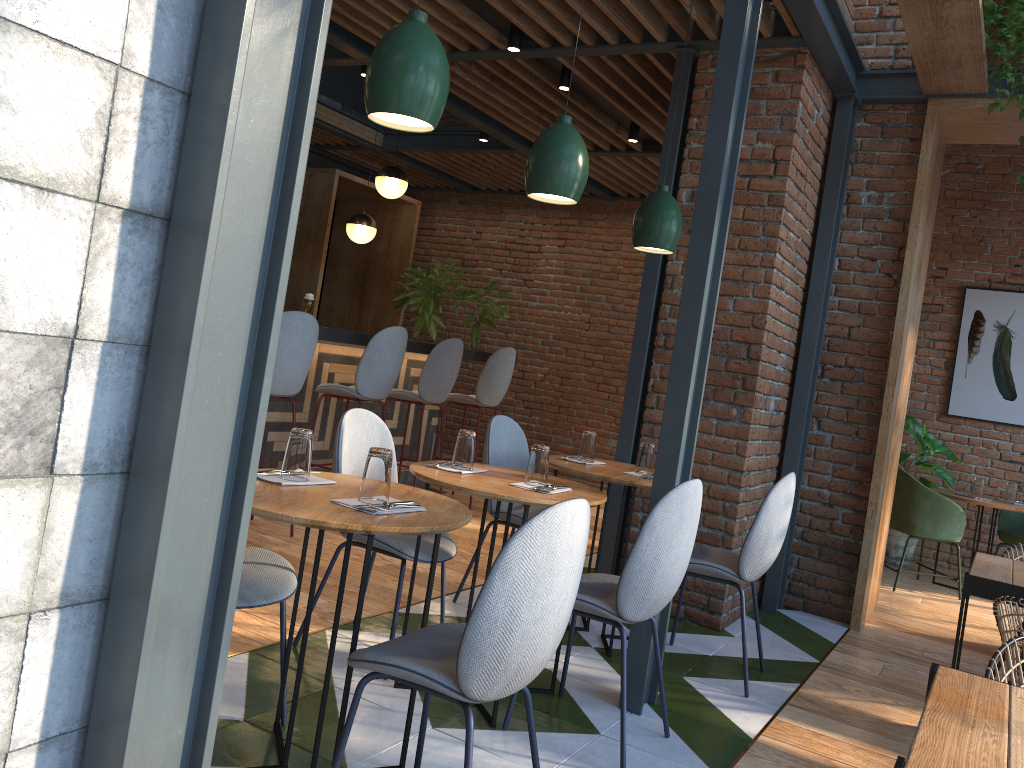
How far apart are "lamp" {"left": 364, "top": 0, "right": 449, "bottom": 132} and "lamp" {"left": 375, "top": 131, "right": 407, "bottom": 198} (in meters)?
4.76

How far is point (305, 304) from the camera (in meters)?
5.24

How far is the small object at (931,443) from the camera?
6.9 meters

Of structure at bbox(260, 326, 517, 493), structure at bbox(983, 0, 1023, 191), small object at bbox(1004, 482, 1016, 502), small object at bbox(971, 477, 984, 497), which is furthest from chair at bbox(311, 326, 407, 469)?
small object at bbox(1004, 482, 1016, 502)

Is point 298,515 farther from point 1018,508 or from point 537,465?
point 1018,508

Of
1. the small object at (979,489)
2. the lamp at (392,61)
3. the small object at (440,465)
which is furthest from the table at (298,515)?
the small object at (979,489)

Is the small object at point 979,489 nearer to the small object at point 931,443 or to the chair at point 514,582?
the small object at point 931,443

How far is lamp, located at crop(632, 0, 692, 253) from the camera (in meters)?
3.88

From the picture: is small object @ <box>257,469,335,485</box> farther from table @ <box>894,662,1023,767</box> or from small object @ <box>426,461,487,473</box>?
table @ <box>894,662,1023,767</box>

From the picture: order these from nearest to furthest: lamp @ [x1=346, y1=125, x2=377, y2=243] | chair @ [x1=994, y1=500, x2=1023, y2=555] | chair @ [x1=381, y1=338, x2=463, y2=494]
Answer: chair @ [x1=381, y1=338, x2=463, y2=494] < chair @ [x1=994, y1=500, x2=1023, y2=555] < lamp @ [x1=346, y1=125, x2=377, y2=243]
